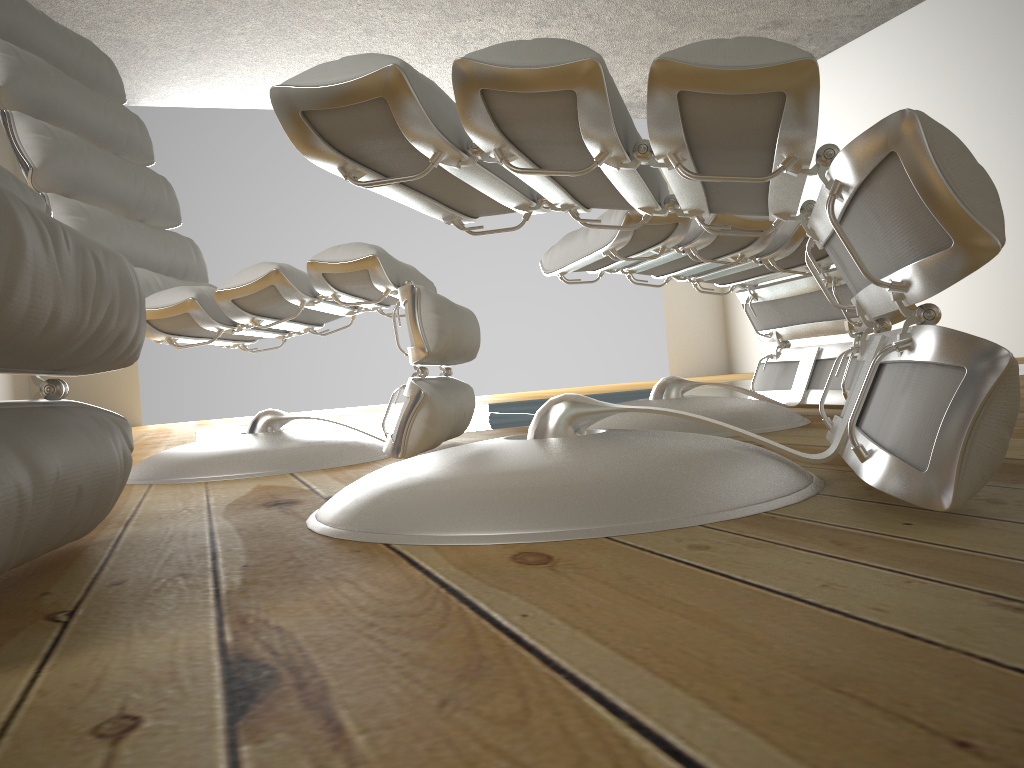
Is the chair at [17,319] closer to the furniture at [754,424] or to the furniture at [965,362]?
the furniture at [965,362]

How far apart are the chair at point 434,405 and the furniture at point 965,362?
0.29m

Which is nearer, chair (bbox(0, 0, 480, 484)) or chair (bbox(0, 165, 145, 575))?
chair (bbox(0, 165, 145, 575))

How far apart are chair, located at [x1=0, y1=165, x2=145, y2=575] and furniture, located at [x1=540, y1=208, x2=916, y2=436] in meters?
0.9 m

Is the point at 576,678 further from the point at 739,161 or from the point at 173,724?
the point at 739,161

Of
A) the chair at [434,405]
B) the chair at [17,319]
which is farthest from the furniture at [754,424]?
the chair at [17,319]

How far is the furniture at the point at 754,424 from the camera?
1.6 meters

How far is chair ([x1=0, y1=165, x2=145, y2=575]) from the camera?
0.57m

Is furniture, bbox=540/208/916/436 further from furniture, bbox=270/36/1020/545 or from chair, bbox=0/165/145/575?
chair, bbox=0/165/145/575

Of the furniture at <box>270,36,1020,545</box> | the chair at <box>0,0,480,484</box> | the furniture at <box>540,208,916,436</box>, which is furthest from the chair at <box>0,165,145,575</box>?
the furniture at <box>540,208,916,436</box>
